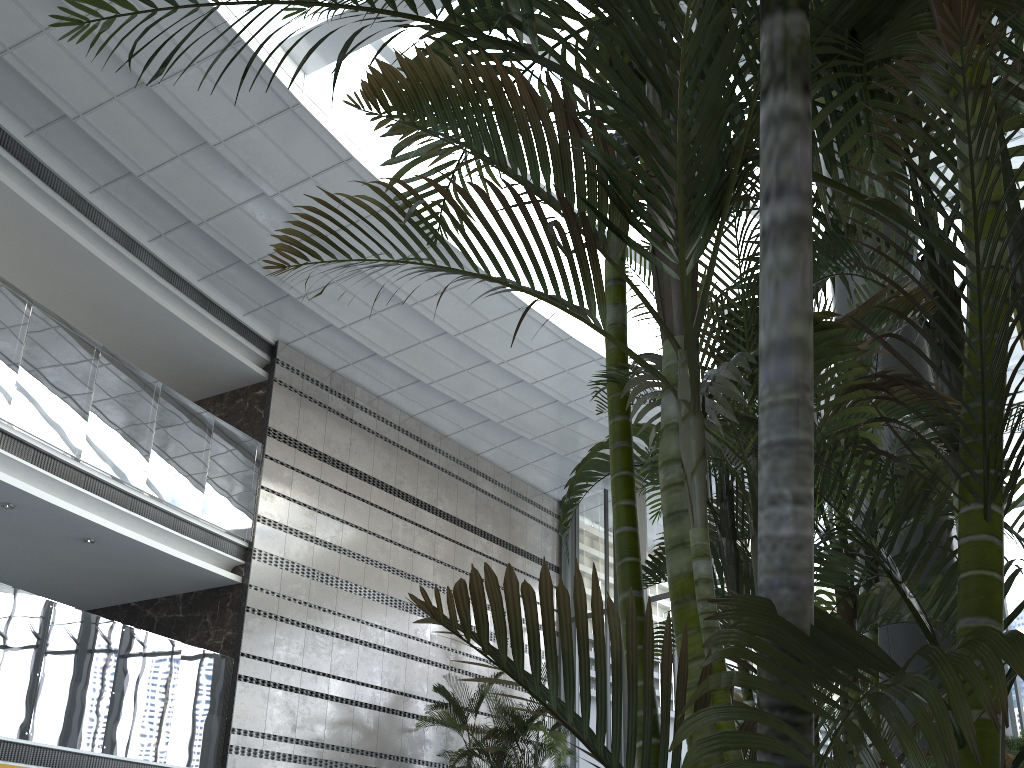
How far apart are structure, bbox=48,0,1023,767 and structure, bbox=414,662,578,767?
9.20m

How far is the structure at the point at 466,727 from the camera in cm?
1040

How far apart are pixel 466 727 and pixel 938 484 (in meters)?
9.40

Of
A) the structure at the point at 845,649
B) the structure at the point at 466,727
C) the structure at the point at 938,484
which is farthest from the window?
the structure at the point at 938,484

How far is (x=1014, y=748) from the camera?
7.1 meters

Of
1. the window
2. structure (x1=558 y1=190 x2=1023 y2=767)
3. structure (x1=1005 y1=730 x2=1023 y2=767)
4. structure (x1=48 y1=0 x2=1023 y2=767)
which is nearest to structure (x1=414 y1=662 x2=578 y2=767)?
the window

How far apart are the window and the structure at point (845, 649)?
7.62m

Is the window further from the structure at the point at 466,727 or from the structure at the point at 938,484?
the structure at the point at 938,484

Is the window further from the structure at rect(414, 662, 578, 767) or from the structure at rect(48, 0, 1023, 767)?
the structure at rect(48, 0, 1023, 767)

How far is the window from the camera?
10.21m
